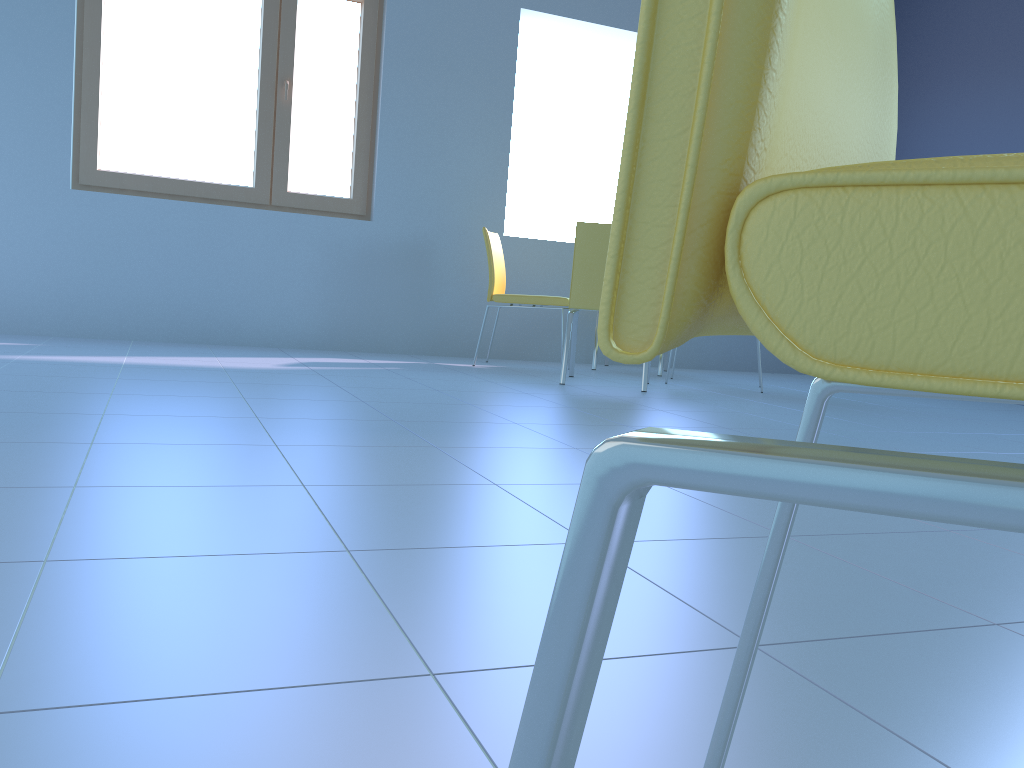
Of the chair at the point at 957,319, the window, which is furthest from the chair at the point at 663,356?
the chair at the point at 957,319

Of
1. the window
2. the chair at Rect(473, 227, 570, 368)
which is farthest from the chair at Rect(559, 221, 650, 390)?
the window

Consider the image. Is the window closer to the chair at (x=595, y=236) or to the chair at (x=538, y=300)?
the chair at (x=538, y=300)

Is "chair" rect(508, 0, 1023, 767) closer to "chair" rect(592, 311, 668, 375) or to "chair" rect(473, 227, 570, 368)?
"chair" rect(473, 227, 570, 368)

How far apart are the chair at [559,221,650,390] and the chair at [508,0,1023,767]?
3.28m

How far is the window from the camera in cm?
428

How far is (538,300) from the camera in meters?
4.4 m

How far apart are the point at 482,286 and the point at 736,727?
4.4 meters

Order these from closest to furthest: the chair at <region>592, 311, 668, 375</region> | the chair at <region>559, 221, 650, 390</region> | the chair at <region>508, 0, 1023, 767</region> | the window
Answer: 1. the chair at <region>508, 0, 1023, 767</region>
2. the chair at <region>559, 221, 650, 390</region>
3. the window
4. the chair at <region>592, 311, 668, 375</region>

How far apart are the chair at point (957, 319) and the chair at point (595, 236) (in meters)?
3.28
